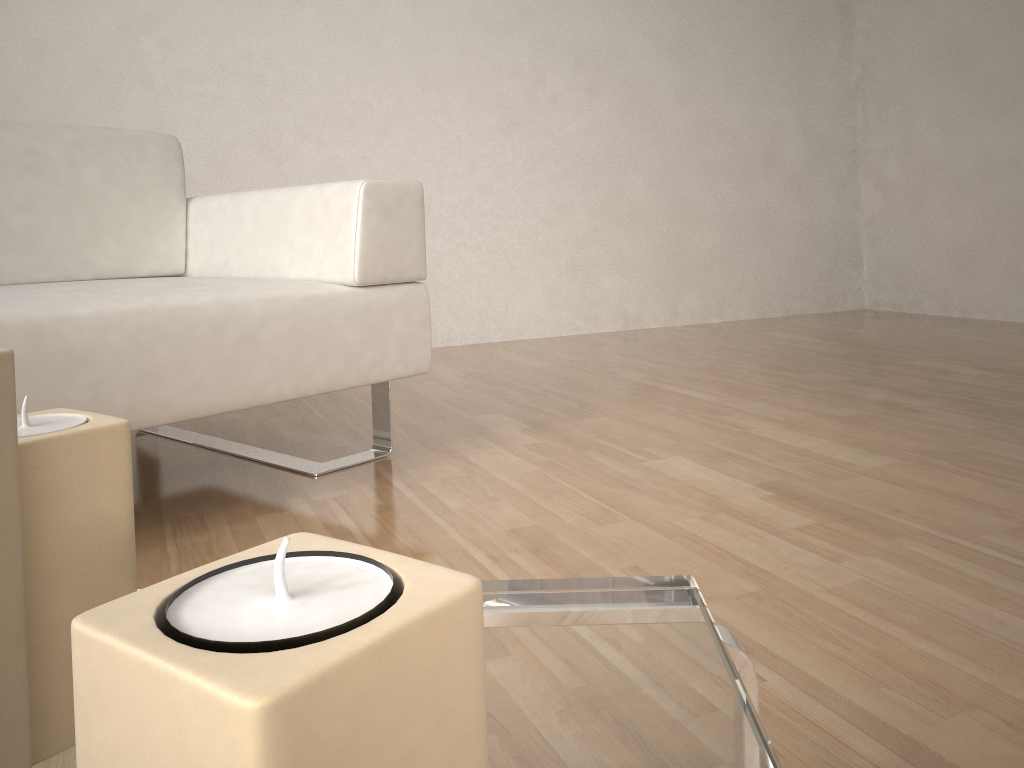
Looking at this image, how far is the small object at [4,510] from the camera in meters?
0.3

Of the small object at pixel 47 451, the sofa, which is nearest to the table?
the small object at pixel 47 451

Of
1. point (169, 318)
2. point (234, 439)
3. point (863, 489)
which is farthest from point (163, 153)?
point (863, 489)

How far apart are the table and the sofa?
0.9m

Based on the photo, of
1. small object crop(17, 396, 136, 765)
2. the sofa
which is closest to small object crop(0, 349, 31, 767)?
small object crop(17, 396, 136, 765)

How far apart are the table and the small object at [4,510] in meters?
0.1 m

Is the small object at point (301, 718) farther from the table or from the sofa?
the sofa

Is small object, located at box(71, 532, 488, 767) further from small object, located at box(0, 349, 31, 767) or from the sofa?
the sofa

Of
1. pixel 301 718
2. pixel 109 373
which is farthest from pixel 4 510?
pixel 109 373

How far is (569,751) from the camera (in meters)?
0.39
